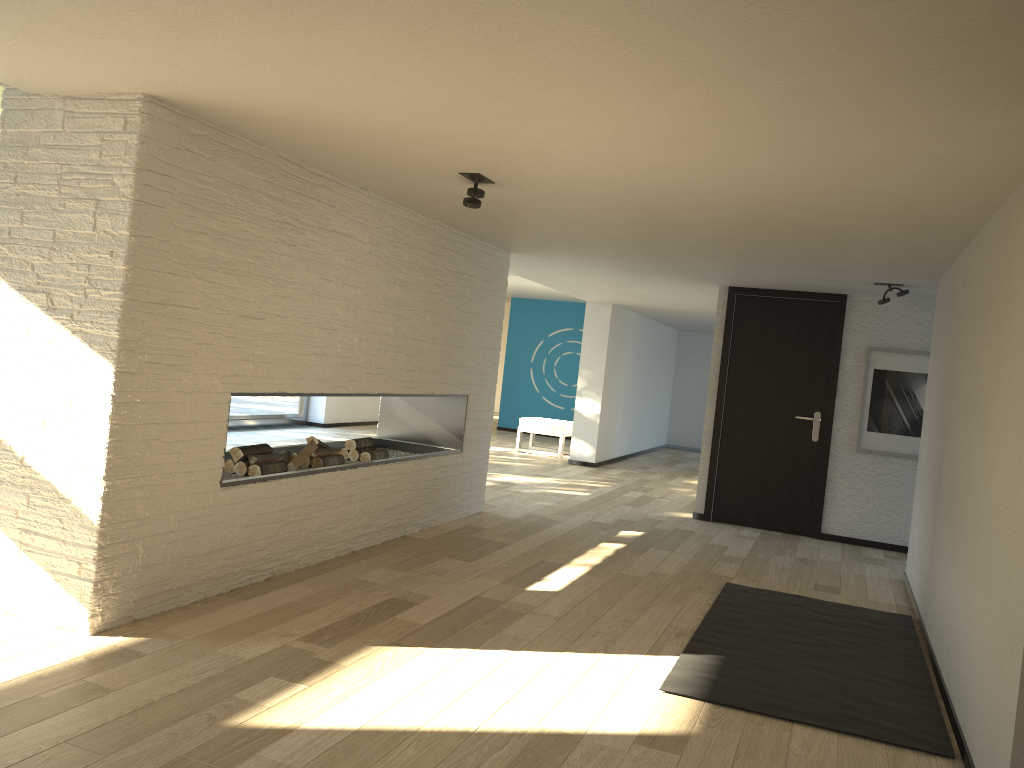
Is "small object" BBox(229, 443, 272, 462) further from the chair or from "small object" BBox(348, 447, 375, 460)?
the chair

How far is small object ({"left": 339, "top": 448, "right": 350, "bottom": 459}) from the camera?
5.6 meters

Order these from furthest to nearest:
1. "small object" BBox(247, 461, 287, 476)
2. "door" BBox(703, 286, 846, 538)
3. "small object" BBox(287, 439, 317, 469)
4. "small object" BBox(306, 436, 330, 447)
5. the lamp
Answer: "door" BBox(703, 286, 846, 538)
"small object" BBox(306, 436, 330, 447)
"small object" BBox(287, 439, 317, 469)
"small object" BBox(247, 461, 287, 476)
the lamp

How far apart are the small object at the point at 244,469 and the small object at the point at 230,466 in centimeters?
4cm

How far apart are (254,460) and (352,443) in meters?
1.1 m

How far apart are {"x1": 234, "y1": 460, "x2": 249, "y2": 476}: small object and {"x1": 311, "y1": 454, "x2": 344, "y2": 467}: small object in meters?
0.6

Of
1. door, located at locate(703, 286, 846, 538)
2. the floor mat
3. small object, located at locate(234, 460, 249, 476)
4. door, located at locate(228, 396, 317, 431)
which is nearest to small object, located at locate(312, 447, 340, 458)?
small object, located at locate(234, 460, 249, 476)

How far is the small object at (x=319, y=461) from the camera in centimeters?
499cm

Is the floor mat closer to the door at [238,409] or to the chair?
the chair

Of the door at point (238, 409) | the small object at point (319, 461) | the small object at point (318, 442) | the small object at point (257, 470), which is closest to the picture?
the small object at point (319, 461)
